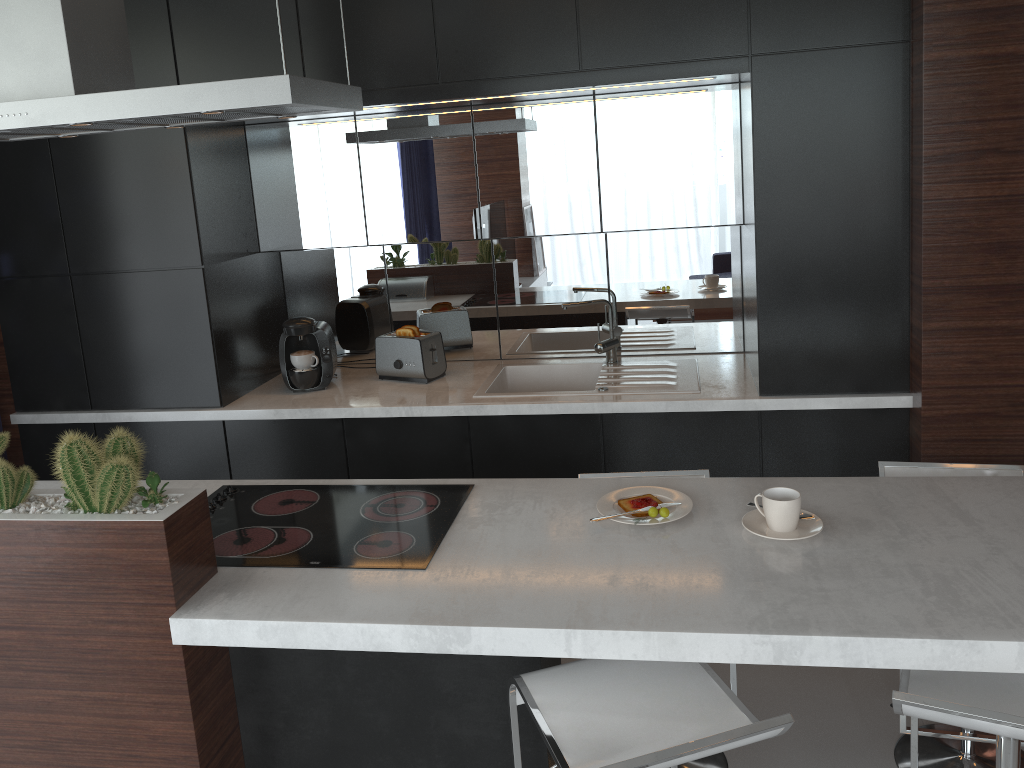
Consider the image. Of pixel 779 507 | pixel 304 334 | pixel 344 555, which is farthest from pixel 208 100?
pixel 304 334

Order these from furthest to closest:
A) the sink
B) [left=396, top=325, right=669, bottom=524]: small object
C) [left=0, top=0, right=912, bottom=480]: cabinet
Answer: the sink, [left=0, top=0, right=912, bottom=480]: cabinet, [left=396, top=325, right=669, bottom=524]: small object

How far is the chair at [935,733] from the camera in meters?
2.2 m

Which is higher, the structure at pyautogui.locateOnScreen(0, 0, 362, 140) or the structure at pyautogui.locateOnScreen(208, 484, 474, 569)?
the structure at pyautogui.locateOnScreen(0, 0, 362, 140)

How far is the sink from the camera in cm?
334

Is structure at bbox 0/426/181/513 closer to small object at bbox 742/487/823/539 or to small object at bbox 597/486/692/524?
small object at bbox 597/486/692/524

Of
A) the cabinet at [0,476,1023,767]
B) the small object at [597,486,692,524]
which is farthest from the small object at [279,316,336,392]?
the small object at [597,486,692,524]

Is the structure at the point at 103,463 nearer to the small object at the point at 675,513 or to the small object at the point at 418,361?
the small object at the point at 675,513

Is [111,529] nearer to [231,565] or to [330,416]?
[231,565]

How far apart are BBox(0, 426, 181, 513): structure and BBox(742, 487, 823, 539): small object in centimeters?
132cm
